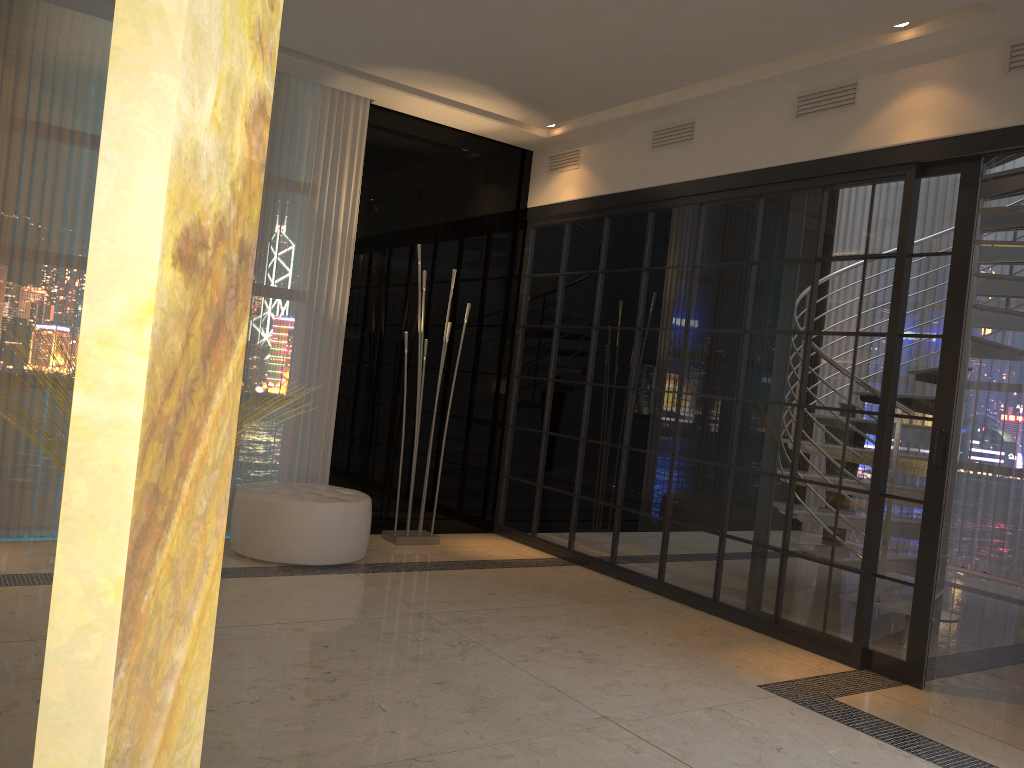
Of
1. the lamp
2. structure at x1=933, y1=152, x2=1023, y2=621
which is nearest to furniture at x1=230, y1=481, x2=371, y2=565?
the lamp

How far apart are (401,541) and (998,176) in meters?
3.9 m

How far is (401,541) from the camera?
5.3 meters

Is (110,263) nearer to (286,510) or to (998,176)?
(286,510)

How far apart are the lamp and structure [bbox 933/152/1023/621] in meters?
2.8 m

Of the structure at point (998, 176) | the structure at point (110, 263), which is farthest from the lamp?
the structure at point (110, 263)

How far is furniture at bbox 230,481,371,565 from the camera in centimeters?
442cm

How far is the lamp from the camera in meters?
5.3

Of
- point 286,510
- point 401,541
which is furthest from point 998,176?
point 286,510

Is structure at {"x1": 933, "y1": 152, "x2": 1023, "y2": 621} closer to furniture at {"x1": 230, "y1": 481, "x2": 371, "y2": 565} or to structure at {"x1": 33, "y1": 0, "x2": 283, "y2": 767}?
furniture at {"x1": 230, "y1": 481, "x2": 371, "y2": 565}
